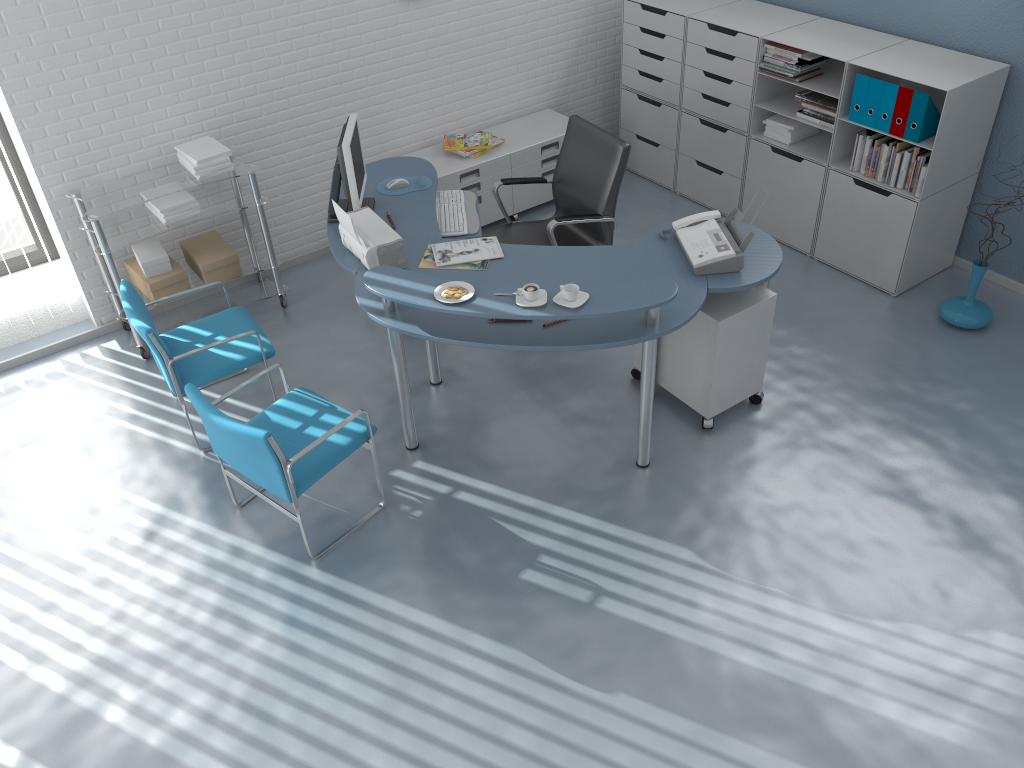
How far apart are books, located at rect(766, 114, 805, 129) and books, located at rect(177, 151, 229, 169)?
3.2m

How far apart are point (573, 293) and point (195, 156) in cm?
232

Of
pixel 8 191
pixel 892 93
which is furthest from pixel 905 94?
pixel 8 191

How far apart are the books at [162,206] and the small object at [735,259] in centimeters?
244cm

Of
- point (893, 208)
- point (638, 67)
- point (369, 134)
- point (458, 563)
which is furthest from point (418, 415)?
point (638, 67)

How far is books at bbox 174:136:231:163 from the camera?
4.5m

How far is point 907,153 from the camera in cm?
450

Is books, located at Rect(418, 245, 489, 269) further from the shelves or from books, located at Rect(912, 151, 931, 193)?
books, located at Rect(912, 151, 931, 193)

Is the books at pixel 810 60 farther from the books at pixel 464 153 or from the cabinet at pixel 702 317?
the books at pixel 464 153

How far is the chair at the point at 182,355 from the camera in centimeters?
380cm
